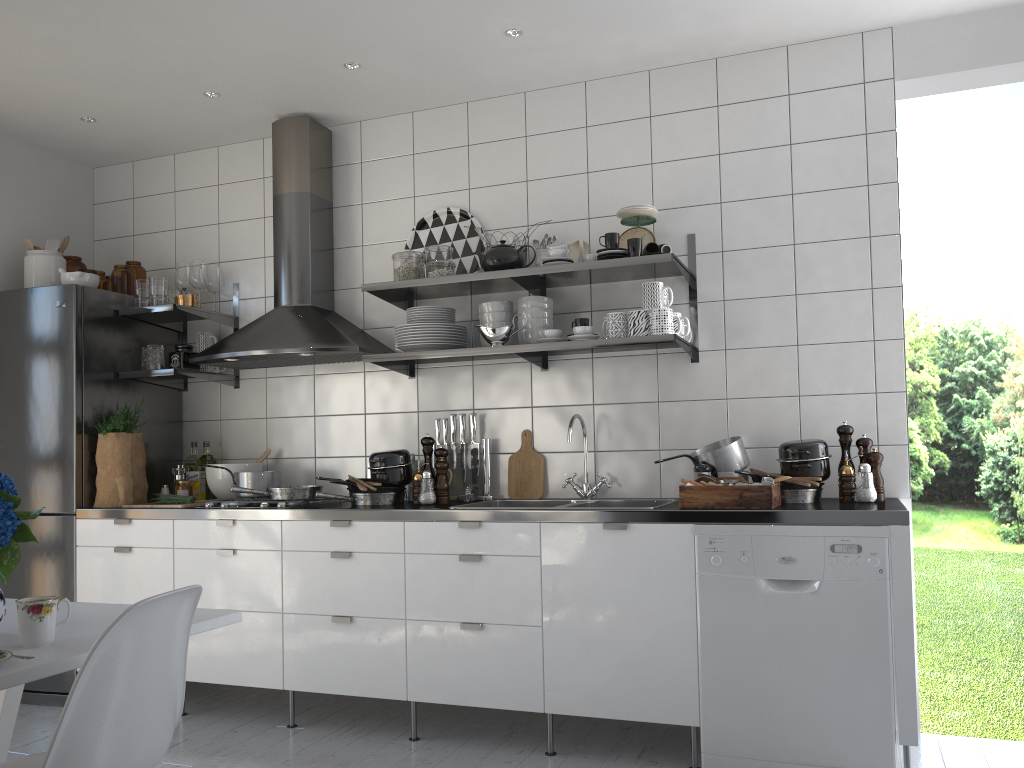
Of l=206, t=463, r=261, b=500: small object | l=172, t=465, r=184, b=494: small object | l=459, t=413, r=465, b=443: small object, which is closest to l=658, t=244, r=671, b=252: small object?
l=459, t=413, r=465, b=443: small object

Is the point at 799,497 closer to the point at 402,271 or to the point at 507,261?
the point at 507,261

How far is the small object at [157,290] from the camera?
3.98m

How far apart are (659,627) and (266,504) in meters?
1.6

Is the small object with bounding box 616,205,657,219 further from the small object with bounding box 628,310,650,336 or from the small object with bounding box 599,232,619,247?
the small object with bounding box 628,310,650,336

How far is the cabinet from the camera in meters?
2.8 m

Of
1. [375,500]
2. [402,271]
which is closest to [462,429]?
[375,500]

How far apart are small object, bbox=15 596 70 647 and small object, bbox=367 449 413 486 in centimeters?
174cm

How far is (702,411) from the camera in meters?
3.5

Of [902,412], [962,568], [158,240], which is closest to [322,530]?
[158,240]
